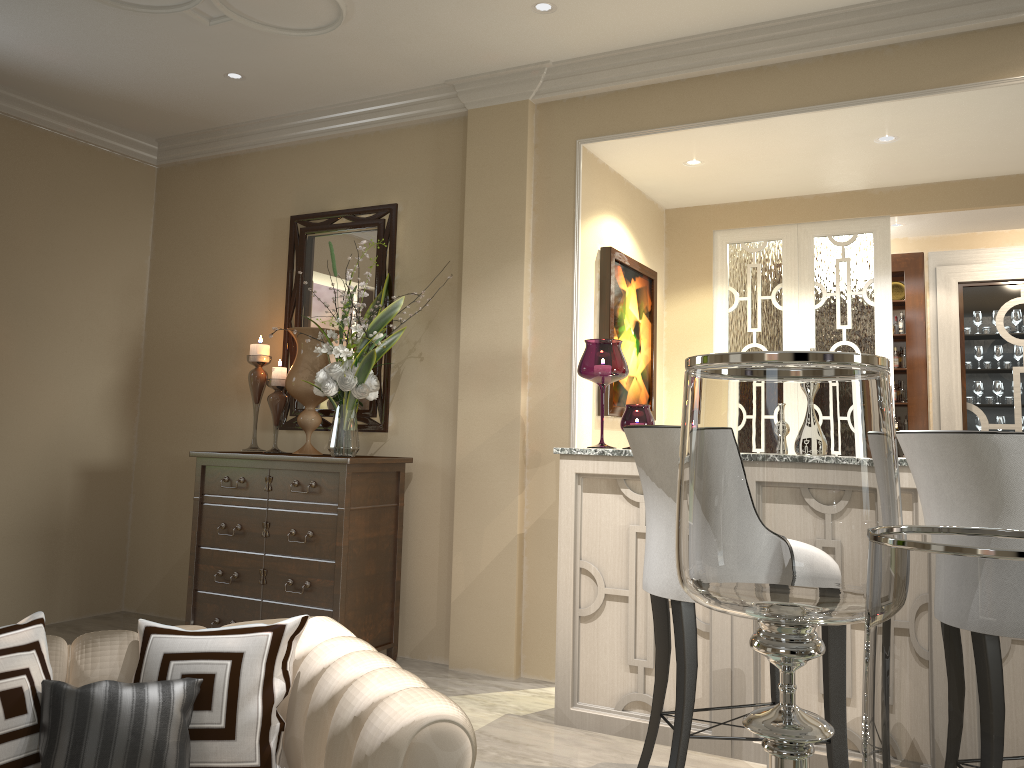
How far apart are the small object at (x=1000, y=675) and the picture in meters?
2.6

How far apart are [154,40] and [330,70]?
0.7m

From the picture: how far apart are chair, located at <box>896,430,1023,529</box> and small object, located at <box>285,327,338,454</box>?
2.37m

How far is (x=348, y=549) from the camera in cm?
334

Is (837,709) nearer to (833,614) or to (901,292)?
(833,614)

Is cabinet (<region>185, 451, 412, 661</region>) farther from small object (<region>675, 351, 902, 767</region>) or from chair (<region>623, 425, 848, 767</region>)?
small object (<region>675, 351, 902, 767</region>)

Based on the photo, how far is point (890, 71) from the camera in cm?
295

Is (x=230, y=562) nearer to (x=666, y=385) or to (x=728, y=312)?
(x=666, y=385)

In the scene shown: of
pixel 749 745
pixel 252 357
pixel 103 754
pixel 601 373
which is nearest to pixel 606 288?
pixel 601 373

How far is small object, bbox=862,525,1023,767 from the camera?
0.7m
